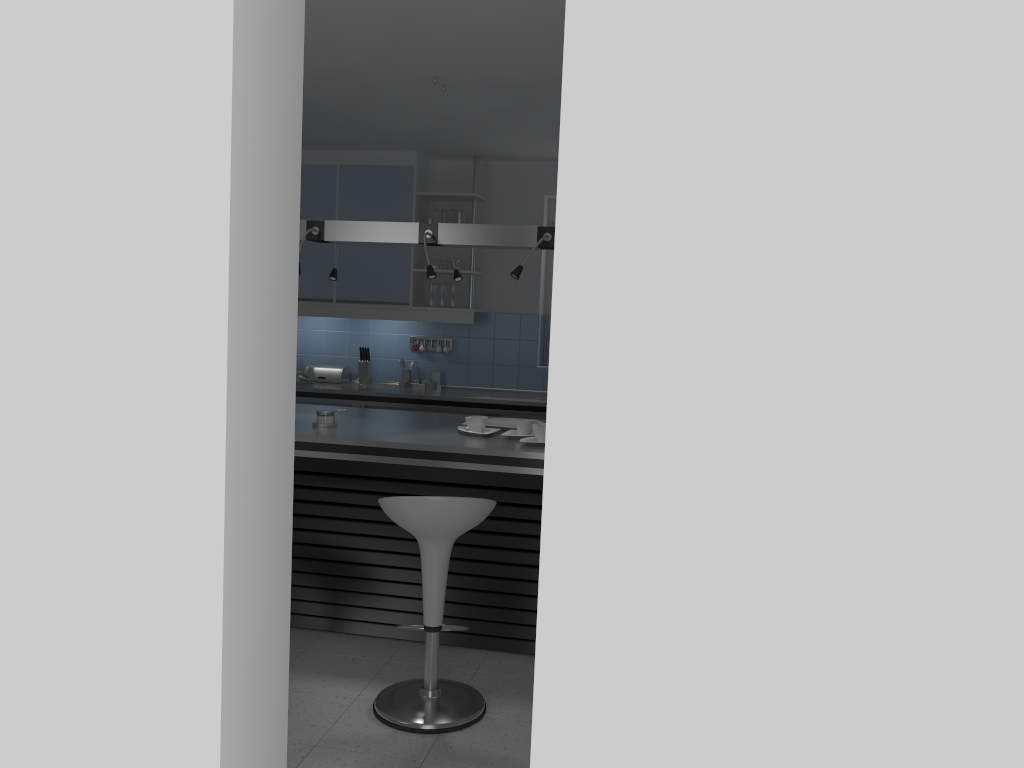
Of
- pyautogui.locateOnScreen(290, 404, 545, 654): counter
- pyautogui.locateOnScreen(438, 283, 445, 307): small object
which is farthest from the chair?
pyautogui.locateOnScreen(438, 283, 445, 307): small object

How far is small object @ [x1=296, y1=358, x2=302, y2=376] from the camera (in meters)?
7.05

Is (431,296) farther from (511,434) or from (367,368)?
(511,434)

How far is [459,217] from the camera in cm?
657

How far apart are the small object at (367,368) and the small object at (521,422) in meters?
2.8

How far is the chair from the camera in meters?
3.2 m

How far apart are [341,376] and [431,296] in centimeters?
98cm

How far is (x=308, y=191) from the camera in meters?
6.7

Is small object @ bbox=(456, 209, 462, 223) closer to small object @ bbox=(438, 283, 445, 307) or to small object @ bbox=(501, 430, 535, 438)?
small object @ bbox=(438, 283, 445, 307)

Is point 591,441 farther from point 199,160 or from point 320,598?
point 320,598
